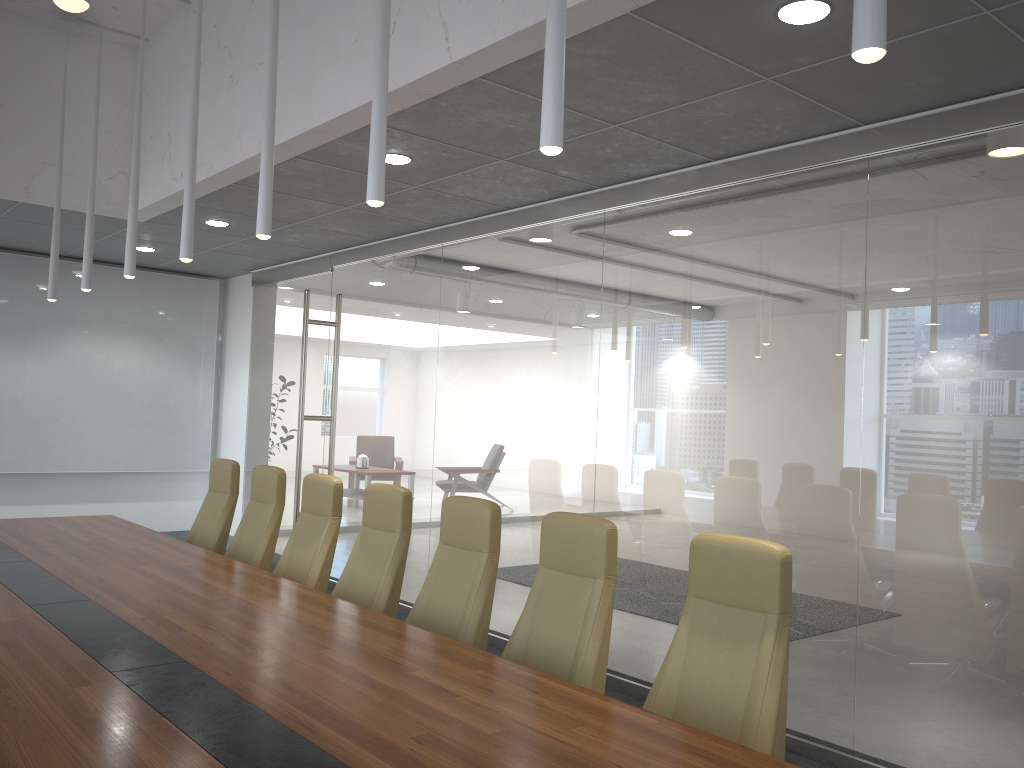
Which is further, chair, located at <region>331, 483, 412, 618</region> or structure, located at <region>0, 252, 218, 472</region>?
structure, located at <region>0, 252, 218, 472</region>

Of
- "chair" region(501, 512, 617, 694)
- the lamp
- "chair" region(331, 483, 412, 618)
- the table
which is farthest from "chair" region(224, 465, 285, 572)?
"chair" region(501, 512, 617, 694)

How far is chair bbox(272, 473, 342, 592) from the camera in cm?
555

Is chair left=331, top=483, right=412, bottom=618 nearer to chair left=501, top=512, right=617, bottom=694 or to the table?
the table

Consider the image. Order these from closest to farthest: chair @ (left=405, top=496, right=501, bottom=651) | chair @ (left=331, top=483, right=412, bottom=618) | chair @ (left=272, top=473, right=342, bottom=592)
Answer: chair @ (left=405, top=496, right=501, bottom=651) < chair @ (left=331, top=483, right=412, bottom=618) < chair @ (left=272, top=473, right=342, bottom=592)

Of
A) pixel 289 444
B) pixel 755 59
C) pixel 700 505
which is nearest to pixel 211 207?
pixel 289 444

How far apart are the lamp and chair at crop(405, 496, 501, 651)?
1.6 meters

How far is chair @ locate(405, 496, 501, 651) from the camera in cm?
434

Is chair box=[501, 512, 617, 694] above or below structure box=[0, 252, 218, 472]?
below

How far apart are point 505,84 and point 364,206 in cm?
303
